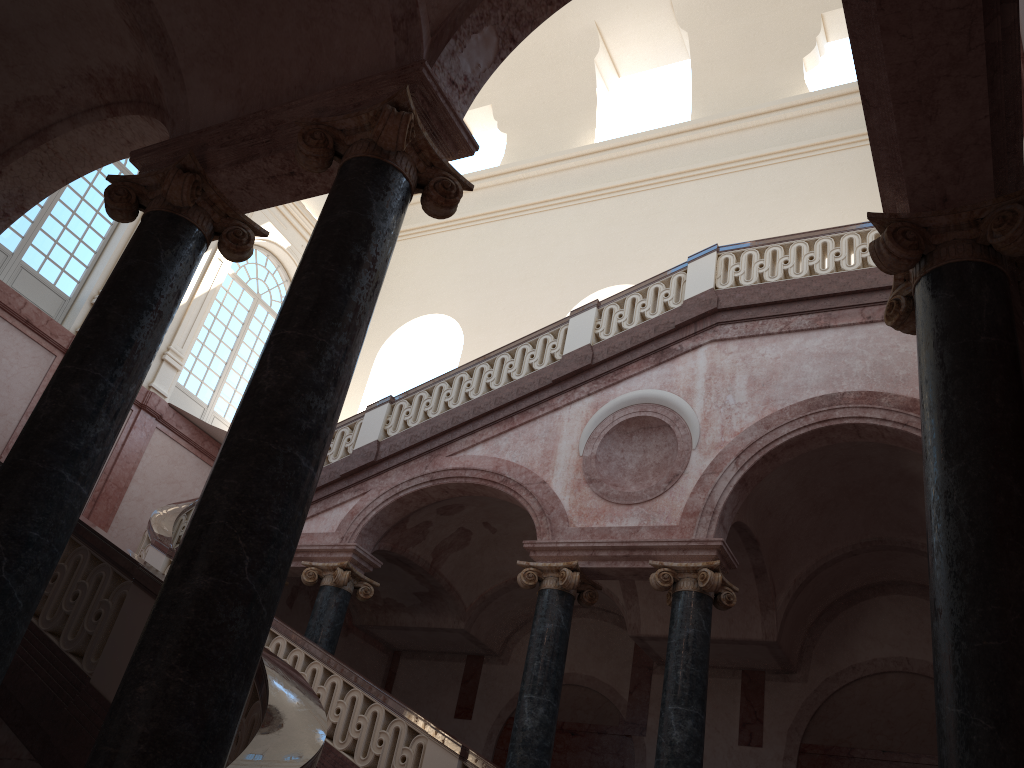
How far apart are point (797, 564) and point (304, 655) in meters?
6.0 m

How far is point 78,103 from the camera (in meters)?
6.42

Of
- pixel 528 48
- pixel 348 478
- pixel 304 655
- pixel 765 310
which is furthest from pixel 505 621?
pixel 528 48
